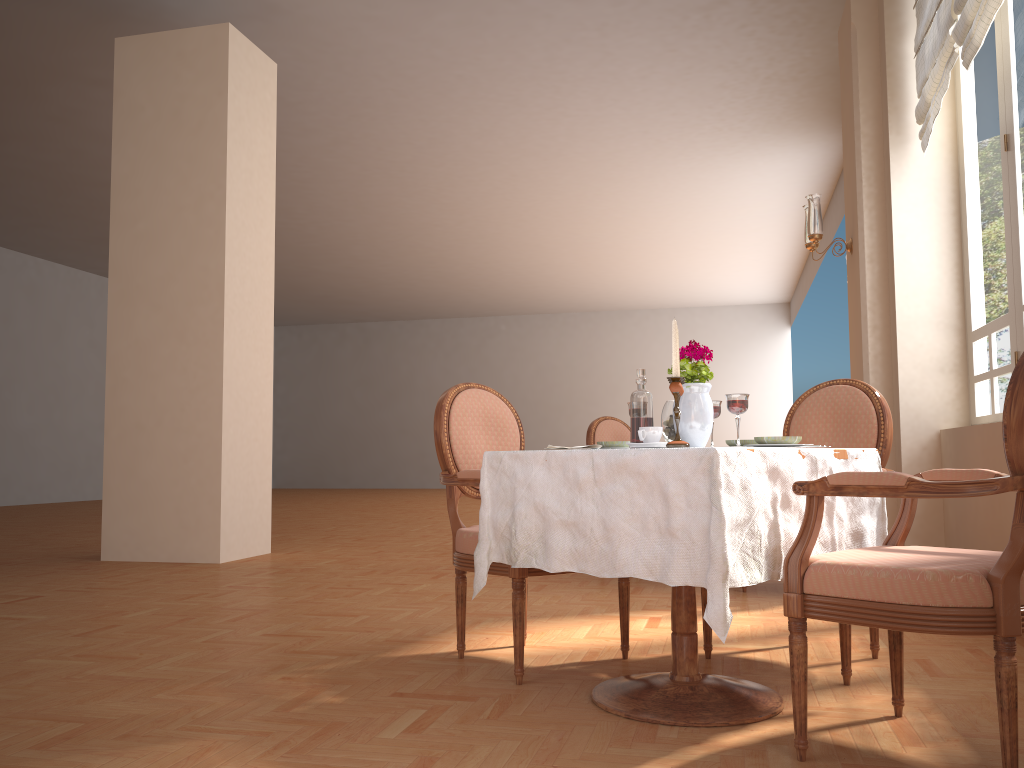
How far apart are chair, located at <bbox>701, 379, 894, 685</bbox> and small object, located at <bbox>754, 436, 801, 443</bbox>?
0.69m

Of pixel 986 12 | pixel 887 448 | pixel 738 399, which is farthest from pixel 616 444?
pixel 986 12

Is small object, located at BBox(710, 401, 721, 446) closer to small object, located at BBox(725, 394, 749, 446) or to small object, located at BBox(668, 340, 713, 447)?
small object, located at BBox(668, 340, 713, 447)

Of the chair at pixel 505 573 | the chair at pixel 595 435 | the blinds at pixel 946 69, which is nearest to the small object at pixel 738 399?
the chair at pixel 505 573

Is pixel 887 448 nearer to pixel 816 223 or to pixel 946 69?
pixel 946 69

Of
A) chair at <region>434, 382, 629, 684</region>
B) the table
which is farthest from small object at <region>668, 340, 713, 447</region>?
chair at <region>434, 382, 629, 684</region>

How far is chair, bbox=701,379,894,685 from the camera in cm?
293

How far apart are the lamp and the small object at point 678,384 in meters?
3.5 m

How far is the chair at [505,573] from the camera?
2.62m

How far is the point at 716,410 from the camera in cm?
250
